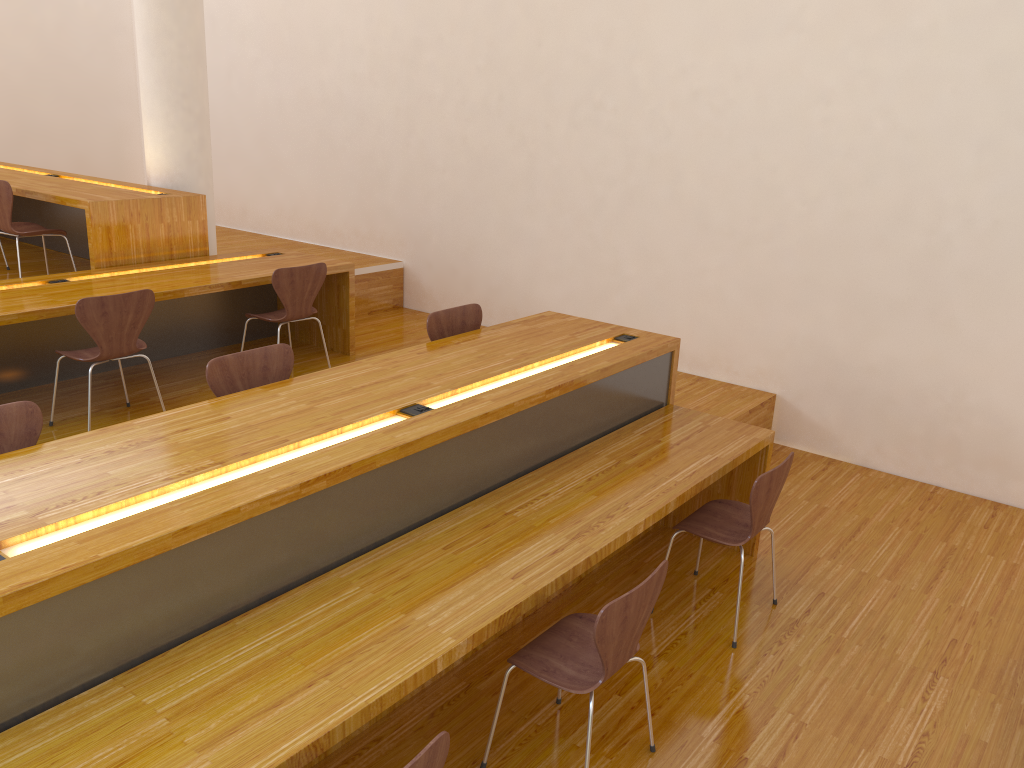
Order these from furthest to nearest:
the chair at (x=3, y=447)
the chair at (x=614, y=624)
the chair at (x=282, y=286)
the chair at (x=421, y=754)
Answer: the chair at (x=282, y=286) → the chair at (x=3, y=447) → the chair at (x=614, y=624) → the chair at (x=421, y=754)

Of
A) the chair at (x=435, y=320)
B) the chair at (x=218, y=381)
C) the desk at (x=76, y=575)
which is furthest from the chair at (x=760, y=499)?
the chair at (x=218, y=381)

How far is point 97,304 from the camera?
4.0 meters

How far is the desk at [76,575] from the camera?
1.95m

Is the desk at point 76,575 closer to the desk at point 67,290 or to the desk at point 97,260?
the desk at point 67,290

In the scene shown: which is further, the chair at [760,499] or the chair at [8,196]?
the chair at [8,196]

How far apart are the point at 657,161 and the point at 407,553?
3.7m

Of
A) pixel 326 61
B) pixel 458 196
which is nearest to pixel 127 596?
pixel 458 196

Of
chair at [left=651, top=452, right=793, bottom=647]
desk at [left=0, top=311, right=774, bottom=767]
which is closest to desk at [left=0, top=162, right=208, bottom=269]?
desk at [left=0, top=311, right=774, bottom=767]

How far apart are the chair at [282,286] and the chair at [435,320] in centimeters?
126cm
